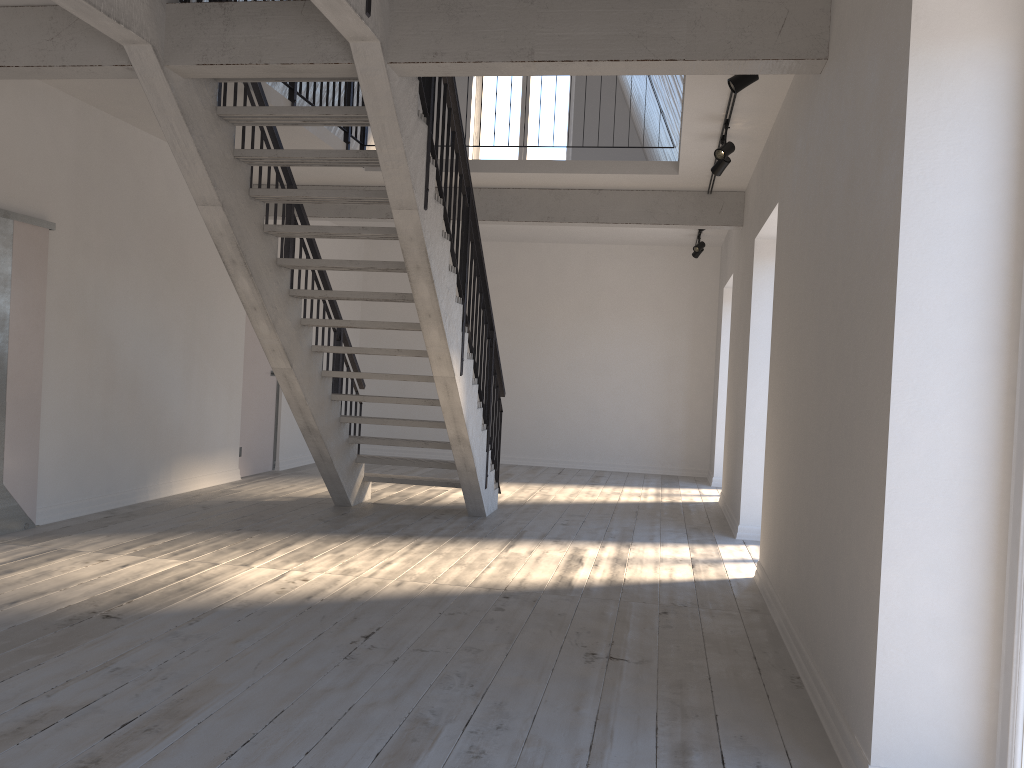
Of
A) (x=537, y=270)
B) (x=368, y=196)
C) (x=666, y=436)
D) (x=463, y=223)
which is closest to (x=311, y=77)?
(x=368, y=196)

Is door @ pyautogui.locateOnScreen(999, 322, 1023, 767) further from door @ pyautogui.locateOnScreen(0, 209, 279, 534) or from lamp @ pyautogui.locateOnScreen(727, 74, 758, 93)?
door @ pyautogui.locateOnScreen(0, 209, 279, 534)

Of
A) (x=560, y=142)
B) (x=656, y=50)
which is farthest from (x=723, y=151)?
(x=560, y=142)

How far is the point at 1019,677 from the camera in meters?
2.4

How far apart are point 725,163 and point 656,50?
2.4m

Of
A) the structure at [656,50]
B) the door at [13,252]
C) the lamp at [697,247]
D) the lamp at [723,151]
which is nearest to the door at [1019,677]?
the structure at [656,50]

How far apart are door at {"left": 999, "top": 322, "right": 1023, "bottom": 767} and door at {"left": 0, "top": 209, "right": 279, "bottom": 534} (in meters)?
5.59

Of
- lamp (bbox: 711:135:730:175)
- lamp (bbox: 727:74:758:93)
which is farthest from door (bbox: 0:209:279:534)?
lamp (bbox: 711:135:730:175)

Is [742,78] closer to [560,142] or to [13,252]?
[13,252]

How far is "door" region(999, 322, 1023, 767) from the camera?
2.4m
